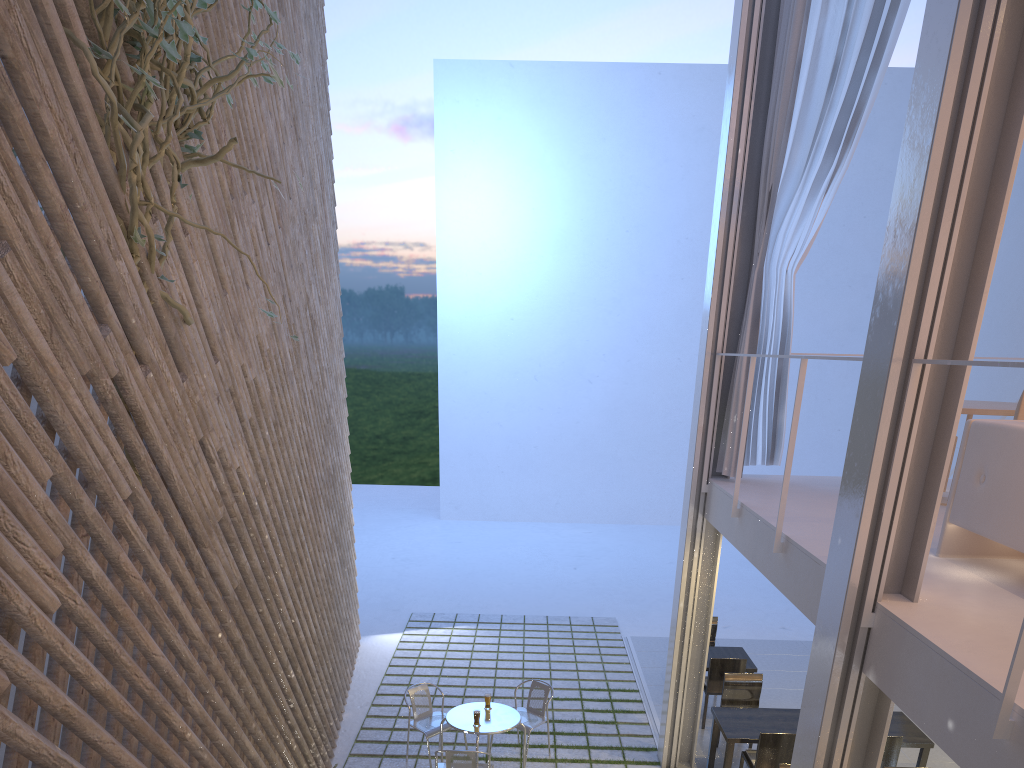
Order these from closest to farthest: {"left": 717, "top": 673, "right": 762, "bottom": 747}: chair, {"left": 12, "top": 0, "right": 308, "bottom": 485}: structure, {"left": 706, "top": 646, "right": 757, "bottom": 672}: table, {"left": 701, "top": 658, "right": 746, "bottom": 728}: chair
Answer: {"left": 12, "top": 0, "right": 308, "bottom": 485}: structure, {"left": 717, "top": 673, "right": 762, "bottom": 747}: chair, {"left": 701, "top": 658, "right": 746, "bottom": 728}: chair, {"left": 706, "top": 646, "right": 757, "bottom": 672}: table

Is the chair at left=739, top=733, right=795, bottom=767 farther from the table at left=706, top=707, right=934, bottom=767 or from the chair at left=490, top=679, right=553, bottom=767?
the chair at left=490, top=679, right=553, bottom=767

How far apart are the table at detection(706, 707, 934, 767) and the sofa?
1.53m

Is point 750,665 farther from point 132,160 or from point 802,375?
point 132,160

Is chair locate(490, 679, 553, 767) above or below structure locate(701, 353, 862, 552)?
below

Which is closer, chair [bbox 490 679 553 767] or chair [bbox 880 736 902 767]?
chair [bbox 880 736 902 767]

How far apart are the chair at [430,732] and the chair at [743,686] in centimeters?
133cm

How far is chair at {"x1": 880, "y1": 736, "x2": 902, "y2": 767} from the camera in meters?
3.3

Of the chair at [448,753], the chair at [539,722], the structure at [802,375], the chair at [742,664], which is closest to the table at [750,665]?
the chair at [742,664]

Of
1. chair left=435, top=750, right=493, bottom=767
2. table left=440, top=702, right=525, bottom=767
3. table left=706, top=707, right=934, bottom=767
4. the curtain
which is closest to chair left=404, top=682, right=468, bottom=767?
table left=440, top=702, right=525, bottom=767
